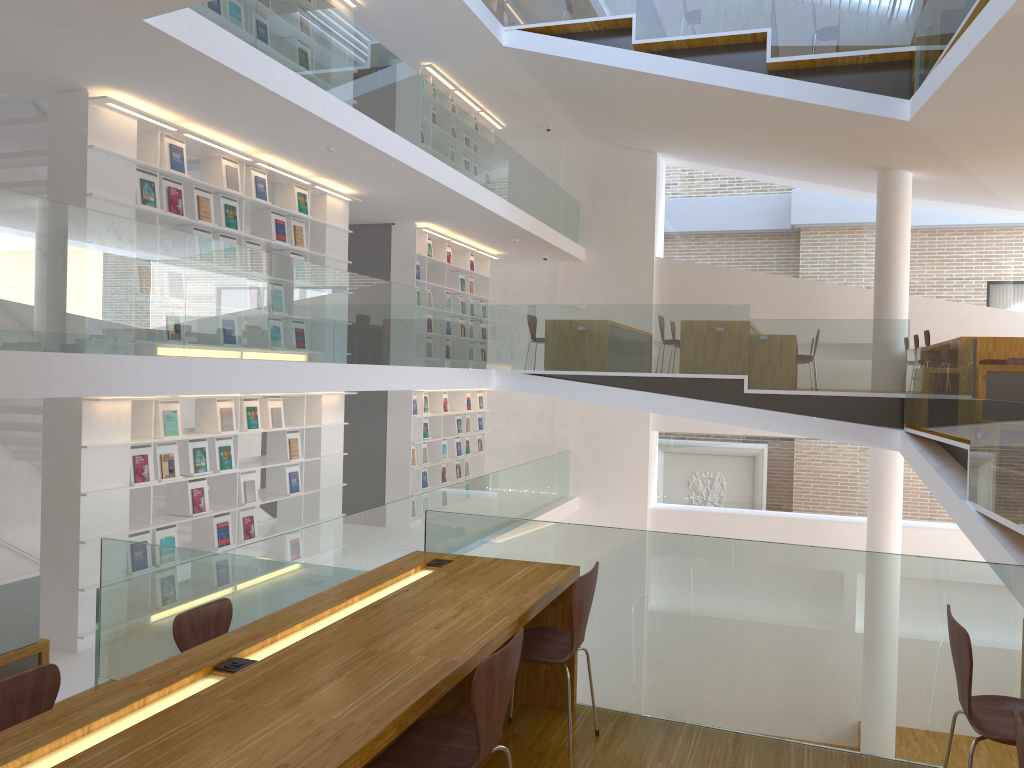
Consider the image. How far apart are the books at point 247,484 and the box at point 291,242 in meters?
2.3 m

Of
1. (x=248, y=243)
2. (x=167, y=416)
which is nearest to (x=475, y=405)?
(x=248, y=243)

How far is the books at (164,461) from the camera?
6.9 meters

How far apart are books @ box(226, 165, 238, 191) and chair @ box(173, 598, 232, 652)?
4.63m

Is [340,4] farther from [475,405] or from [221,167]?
[475,405]

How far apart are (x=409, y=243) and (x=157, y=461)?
5.2m

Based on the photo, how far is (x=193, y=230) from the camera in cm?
718

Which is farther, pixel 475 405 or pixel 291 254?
pixel 475 405

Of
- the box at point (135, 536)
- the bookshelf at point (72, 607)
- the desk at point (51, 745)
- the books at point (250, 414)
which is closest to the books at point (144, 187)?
the bookshelf at point (72, 607)

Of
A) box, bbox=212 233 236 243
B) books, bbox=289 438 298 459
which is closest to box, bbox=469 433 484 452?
books, bbox=289 438 298 459
